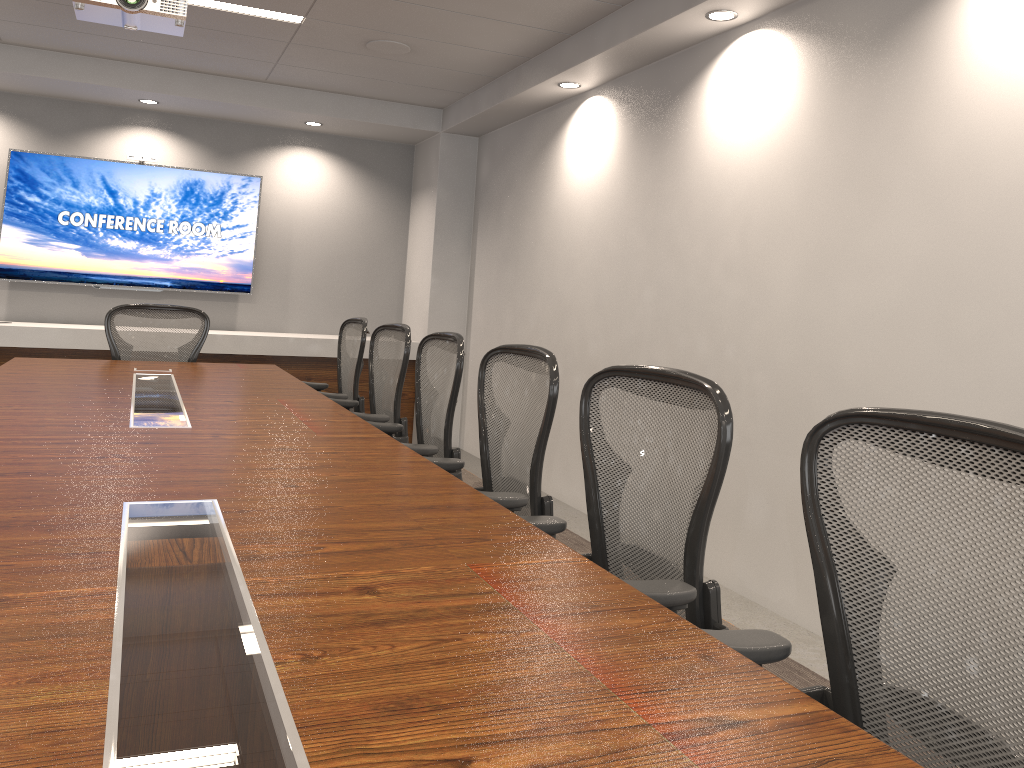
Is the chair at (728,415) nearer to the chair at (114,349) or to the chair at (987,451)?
the chair at (987,451)

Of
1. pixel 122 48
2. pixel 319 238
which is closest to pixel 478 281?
pixel 319 238

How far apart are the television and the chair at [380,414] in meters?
3.2

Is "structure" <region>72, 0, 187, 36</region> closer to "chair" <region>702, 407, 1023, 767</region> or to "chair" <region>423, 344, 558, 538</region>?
"chair" <region>423, 344, 558, 538</region>

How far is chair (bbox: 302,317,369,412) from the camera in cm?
484

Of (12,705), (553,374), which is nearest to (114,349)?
(553,374)

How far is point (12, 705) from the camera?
0.99m

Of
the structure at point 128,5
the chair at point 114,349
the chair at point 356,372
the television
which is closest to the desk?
the chair at point 356,372

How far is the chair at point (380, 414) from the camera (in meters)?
4.09

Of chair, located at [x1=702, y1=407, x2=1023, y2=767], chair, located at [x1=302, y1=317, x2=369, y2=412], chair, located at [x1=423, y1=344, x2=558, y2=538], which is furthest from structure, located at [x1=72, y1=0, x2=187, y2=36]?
chair, located at [x1=702, y1=407, x2=1023, y2=767]
